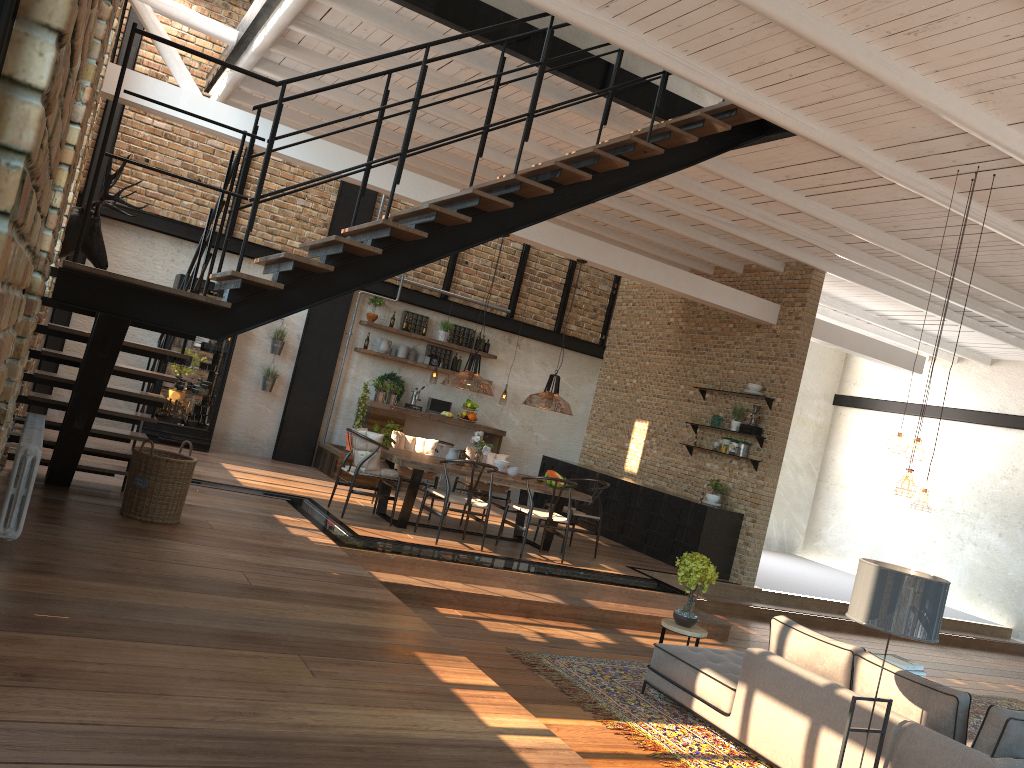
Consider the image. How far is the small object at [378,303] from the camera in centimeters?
1257cm

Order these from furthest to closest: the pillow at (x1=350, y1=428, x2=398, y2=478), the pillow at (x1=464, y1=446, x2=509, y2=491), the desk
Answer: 1. the desk
2. the pillow at (x1=464, y1=446, x2=509, y2=491)
3. the pillow at (x1=350, y1=428, x2=398, y2=478)

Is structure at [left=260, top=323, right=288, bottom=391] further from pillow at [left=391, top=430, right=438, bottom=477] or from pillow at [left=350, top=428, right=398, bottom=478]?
pillow at [left=350, top=428, right=398, bottom=478]

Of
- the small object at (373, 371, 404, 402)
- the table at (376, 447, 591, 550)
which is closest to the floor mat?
the table at (376, 447, 591, 550)

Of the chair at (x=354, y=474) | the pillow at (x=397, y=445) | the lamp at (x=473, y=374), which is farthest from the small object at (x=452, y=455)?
the chair at (x=354, y=474)

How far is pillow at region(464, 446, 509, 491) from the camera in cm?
1037

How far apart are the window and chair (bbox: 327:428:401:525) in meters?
7.6

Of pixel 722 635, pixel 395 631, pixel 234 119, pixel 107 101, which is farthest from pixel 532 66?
pixel 107 101

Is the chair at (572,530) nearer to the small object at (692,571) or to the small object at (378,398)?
the small object at (692,571)

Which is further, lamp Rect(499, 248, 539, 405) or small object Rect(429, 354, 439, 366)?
lamp Rect(499, 248, 539, 405)
